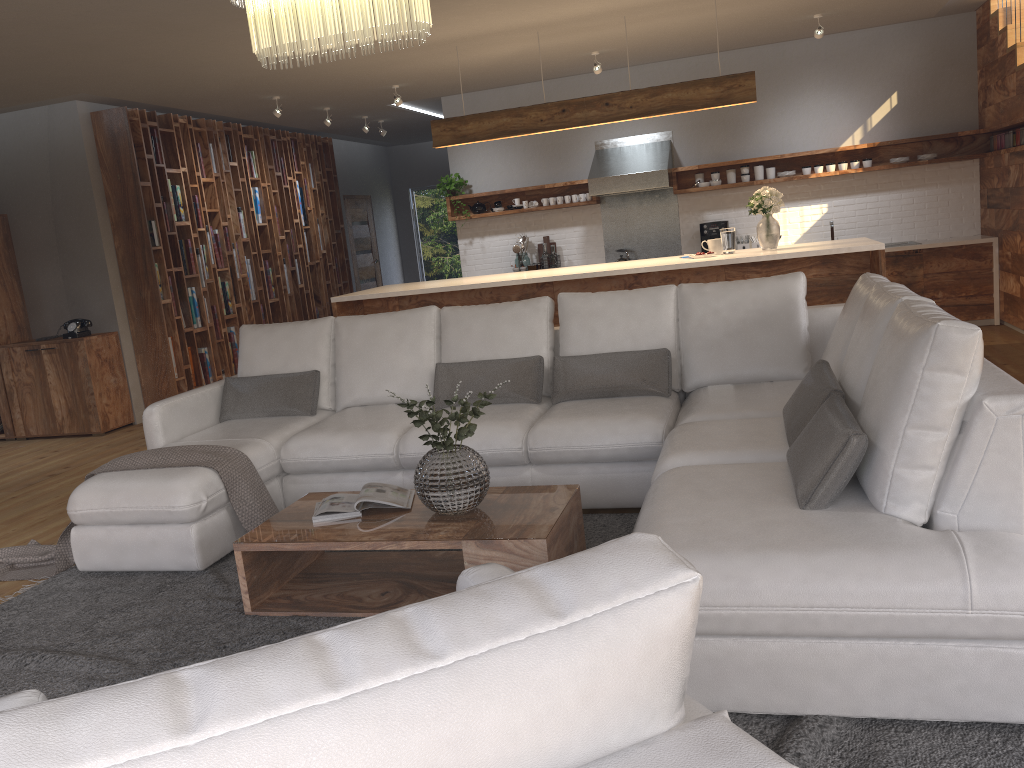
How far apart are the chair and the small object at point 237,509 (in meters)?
2.40

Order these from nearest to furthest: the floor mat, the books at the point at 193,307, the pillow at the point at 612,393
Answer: the floor mat, the pillow at the point at 612,393, the books at the point at 193,307

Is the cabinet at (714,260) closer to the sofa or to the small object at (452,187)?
the sofa

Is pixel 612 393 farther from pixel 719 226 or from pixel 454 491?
pixel 719 226

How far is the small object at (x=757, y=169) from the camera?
8.6m

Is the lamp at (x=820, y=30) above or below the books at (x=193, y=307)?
above

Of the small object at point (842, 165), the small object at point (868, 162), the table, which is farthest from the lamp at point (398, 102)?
the table

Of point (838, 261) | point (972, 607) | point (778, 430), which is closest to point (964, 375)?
point (972, 607)

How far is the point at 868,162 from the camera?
8.3m

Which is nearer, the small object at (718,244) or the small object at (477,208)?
the small object at (718,244)
